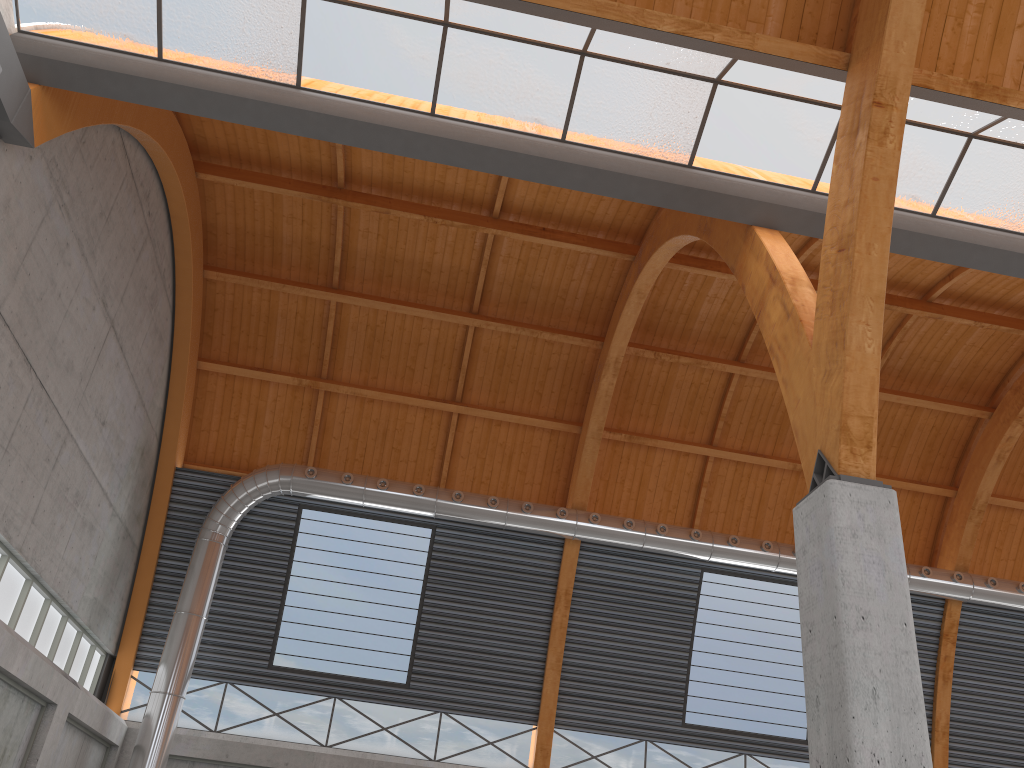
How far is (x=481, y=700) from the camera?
35.35m

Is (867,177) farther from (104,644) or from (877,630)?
(104,644)

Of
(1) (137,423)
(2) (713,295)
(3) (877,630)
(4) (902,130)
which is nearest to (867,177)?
(4) (902,130)

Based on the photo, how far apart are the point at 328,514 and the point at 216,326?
8.87m
